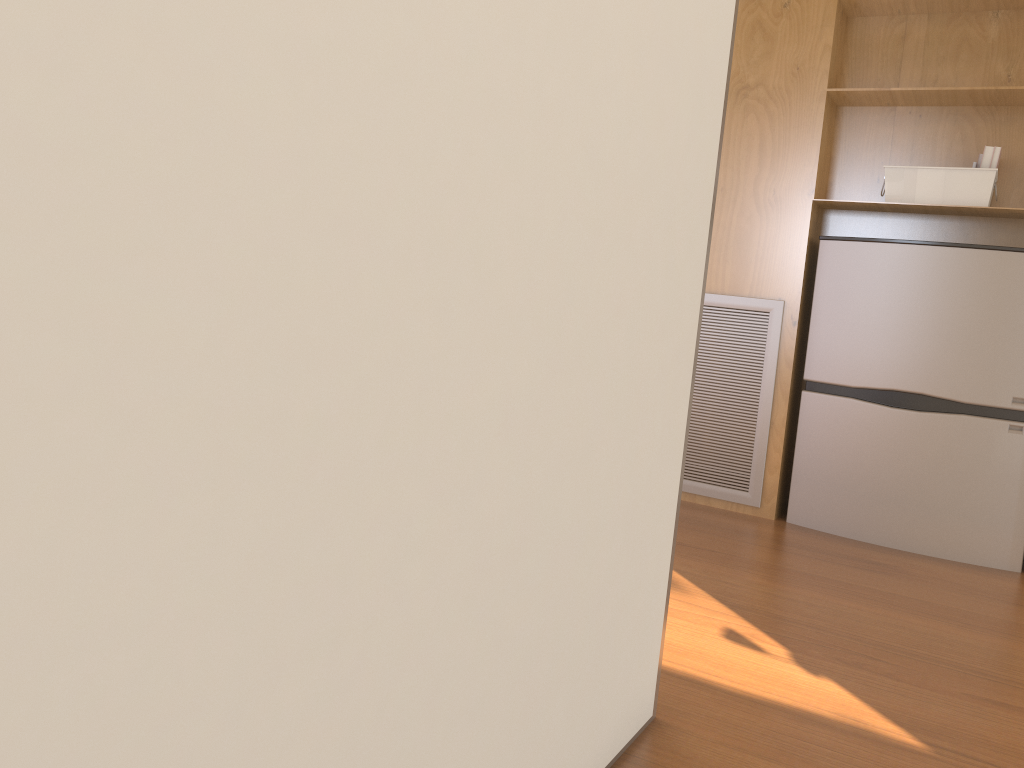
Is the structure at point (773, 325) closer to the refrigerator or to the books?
the refrigerator

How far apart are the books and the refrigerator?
0.3 meters

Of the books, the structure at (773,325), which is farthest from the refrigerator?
the books

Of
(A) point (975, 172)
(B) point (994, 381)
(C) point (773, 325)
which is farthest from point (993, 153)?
(C) point (773, 325)

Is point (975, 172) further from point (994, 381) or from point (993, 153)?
point (994, 381)

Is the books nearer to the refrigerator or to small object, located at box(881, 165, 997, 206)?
small object, located at box(881, 165, 997, 206)

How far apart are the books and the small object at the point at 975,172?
0.0 meters

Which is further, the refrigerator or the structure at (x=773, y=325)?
the structure at (x=773, y=325)

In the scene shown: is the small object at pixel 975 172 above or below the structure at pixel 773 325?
above

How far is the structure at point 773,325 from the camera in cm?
305
